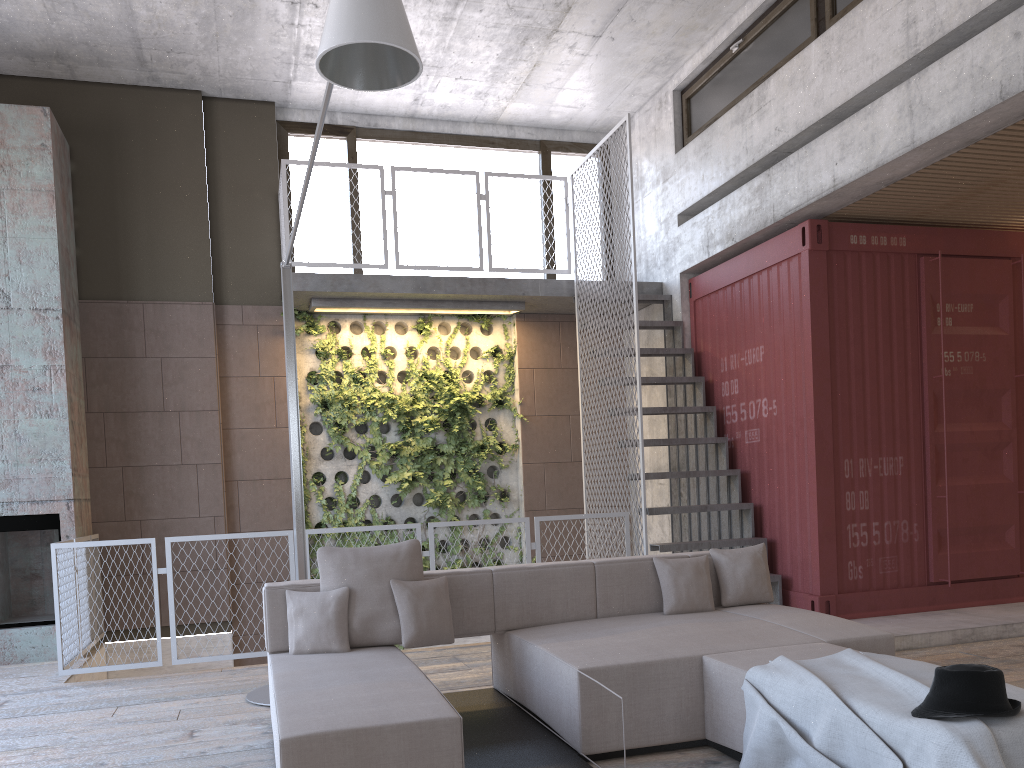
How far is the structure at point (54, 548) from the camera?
6.09m

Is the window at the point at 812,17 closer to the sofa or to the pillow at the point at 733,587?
the pillow at the point at 733,587

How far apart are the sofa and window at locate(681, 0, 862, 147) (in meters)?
4.25

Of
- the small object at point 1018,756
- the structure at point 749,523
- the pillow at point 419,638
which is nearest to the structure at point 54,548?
the structure at point 749,523

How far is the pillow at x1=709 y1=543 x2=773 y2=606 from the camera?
5.1 meters

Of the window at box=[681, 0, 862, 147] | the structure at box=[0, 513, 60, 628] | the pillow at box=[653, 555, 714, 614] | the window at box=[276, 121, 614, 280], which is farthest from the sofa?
the window at box=[276, 121, 614, 280]

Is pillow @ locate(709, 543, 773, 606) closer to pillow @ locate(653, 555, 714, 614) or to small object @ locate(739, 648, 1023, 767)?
pillow @ locate(653, 555, 714, 614)

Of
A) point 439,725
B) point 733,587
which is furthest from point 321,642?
point 733,587

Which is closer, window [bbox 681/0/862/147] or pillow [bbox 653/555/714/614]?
pillow [bbox 653/555/714/614]

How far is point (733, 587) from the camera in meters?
5.1 m
